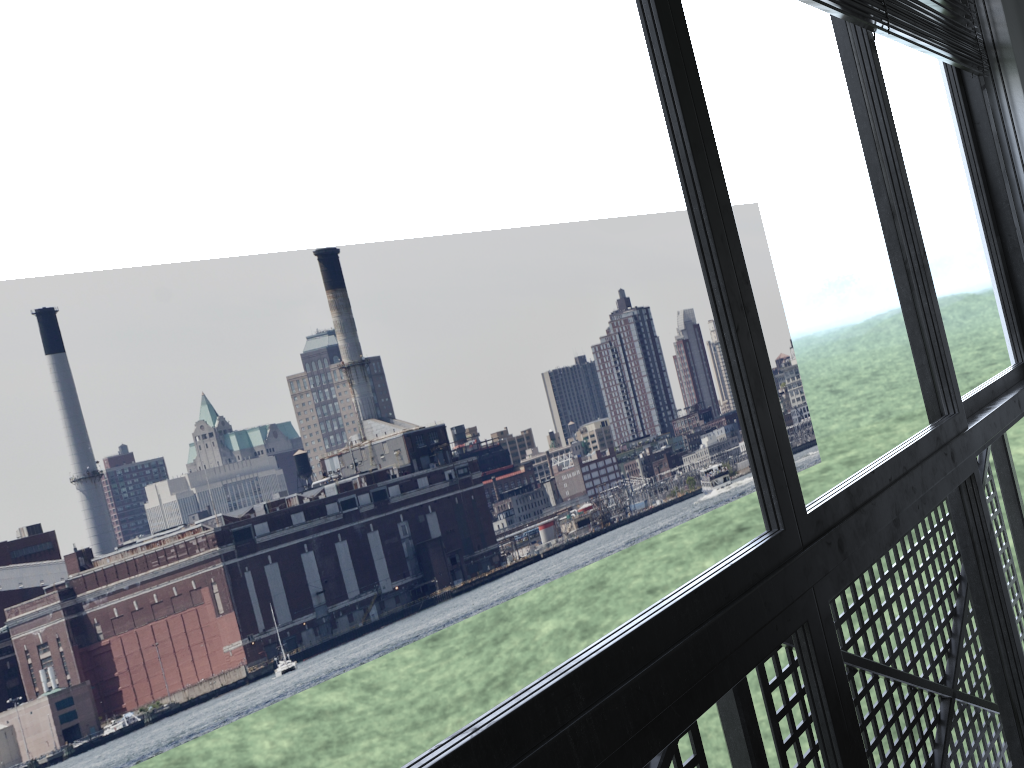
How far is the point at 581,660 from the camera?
0.72m

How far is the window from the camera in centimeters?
72cm

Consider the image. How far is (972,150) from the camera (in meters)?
2.10
